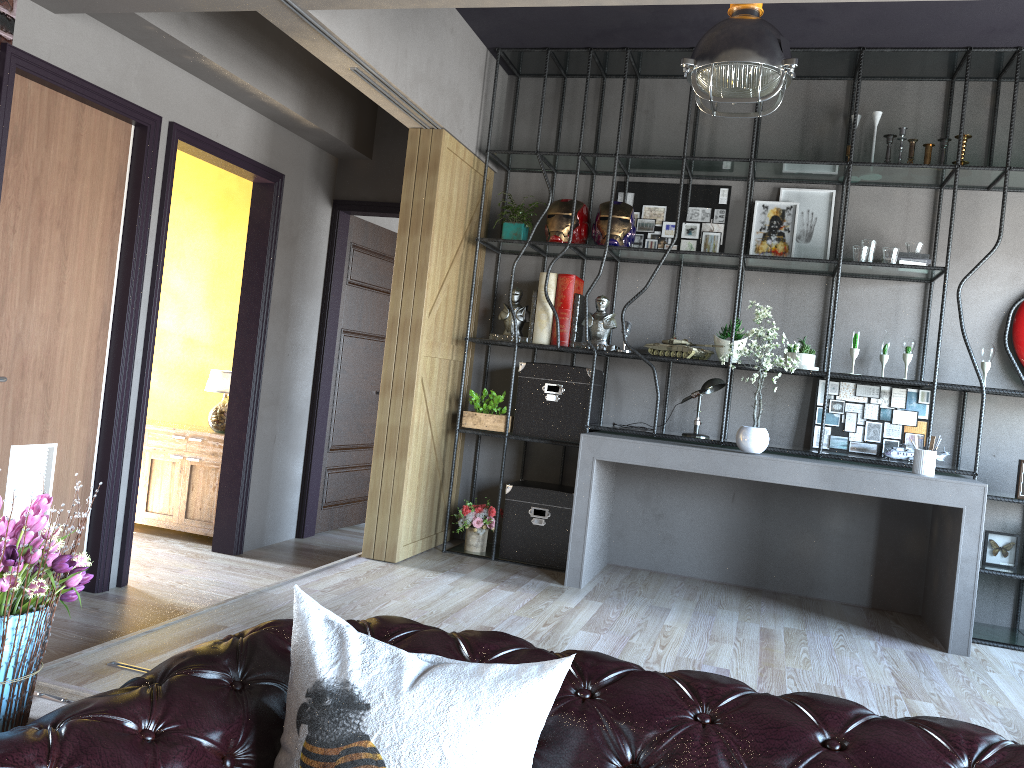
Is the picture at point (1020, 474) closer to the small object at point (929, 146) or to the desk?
the desk

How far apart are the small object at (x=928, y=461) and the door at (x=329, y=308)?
3.8 meters

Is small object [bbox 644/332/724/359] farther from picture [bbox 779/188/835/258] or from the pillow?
the pillow

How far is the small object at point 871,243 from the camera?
5.2m

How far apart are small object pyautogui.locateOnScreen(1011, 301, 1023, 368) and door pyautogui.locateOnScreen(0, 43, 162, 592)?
4.9 meters

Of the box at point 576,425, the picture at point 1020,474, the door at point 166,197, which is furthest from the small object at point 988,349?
the door at point 166,197

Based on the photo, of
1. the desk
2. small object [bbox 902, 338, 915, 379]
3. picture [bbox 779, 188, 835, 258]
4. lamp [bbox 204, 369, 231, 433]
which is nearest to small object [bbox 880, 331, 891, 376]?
small object [bbox 902, 338, 915, 379]

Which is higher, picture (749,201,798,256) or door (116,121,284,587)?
picture (749,201,798,256)

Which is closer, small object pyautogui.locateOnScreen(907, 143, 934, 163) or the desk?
the desk

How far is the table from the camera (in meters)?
1.75
